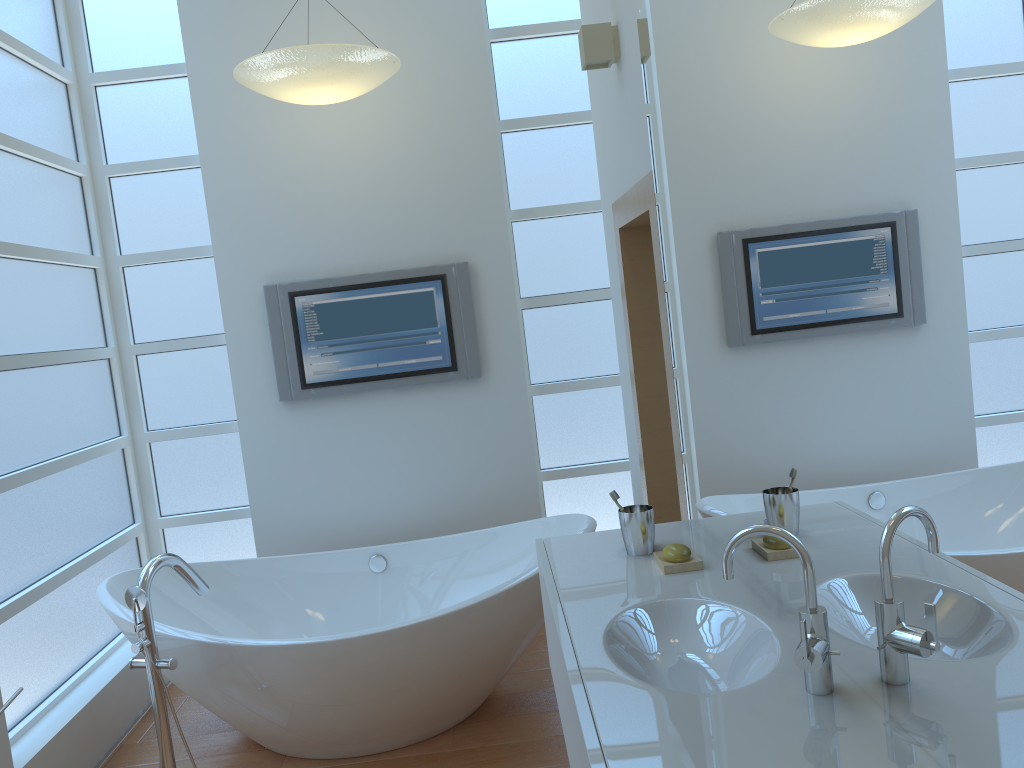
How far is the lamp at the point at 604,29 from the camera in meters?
2.8 m

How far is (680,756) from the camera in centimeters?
126cm

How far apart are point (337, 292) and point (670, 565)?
2.3 meters

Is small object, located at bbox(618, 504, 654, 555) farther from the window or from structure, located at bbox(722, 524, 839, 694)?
the window

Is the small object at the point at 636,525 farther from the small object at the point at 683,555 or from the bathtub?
the bathtub

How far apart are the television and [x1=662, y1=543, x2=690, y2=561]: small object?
1.9m

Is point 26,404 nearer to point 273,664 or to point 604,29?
point 273,664

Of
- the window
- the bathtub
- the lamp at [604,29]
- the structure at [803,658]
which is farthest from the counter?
the window

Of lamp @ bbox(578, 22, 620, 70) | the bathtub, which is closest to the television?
the bathtub

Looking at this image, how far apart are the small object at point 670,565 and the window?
1.9m
